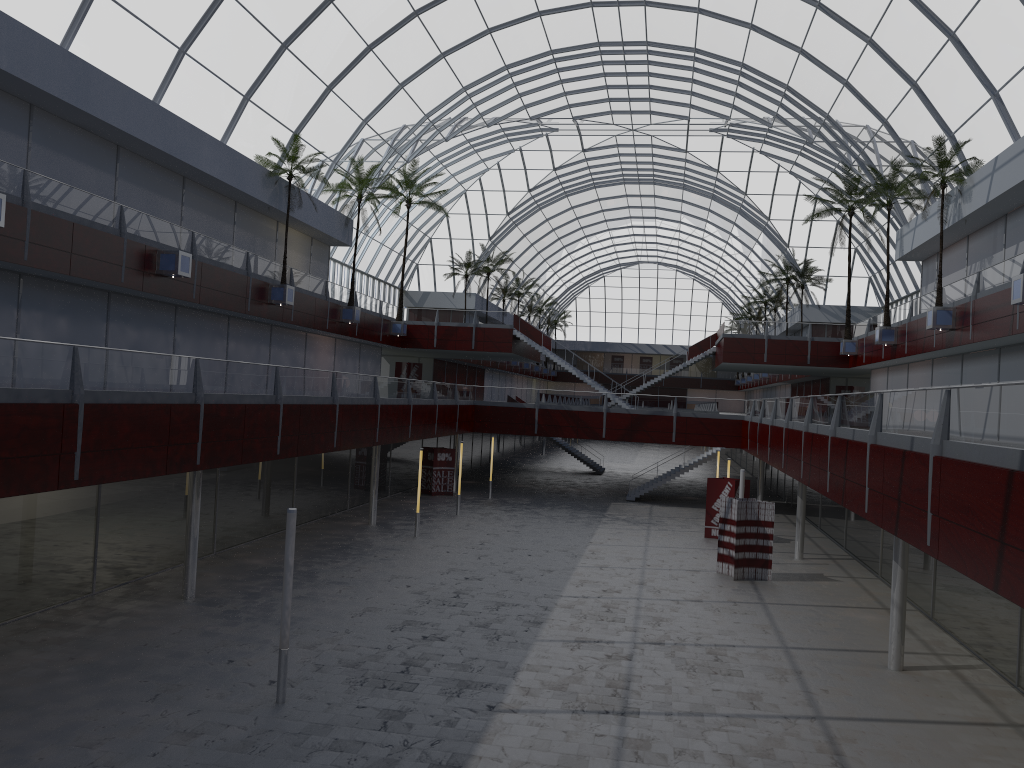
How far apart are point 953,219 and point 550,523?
25.4m

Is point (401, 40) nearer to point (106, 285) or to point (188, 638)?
point (106, 285)
